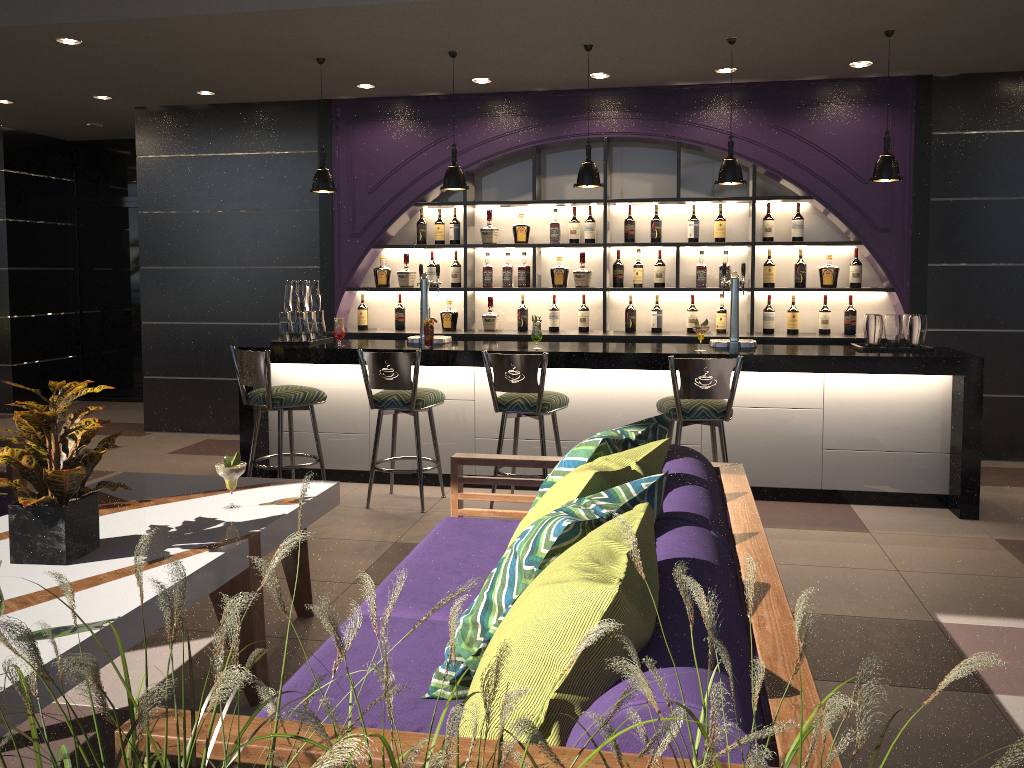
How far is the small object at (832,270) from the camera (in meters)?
6.50

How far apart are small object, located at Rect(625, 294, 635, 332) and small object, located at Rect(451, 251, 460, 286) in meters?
1.4 m

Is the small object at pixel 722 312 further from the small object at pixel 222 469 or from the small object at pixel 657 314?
the small object at pixel 222 469

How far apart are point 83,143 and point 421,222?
4.44m

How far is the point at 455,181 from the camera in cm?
553

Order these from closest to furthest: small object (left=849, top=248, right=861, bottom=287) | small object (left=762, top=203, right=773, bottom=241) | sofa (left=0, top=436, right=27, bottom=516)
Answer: sofa (left=0, top=436, right=27, bottom=516) → small object (left=849, top=248, right=861, bottom=287) → small object (left=762, top=203, right=773, bottom=241)

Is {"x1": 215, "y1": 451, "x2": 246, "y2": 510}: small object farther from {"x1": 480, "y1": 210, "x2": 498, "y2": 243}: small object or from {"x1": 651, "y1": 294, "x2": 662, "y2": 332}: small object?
{"x1": 651, "y1": 294, "x2": 662, "y2": 332}: small object

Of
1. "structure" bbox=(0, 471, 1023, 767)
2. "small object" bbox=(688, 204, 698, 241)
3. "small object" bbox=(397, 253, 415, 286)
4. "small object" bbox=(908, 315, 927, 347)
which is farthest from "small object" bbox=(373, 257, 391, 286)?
"structure" bbox=(0, 471, 1023, 767)

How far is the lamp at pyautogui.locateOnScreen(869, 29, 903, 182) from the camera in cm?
506

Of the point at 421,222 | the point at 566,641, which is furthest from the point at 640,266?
the point at 566,641
